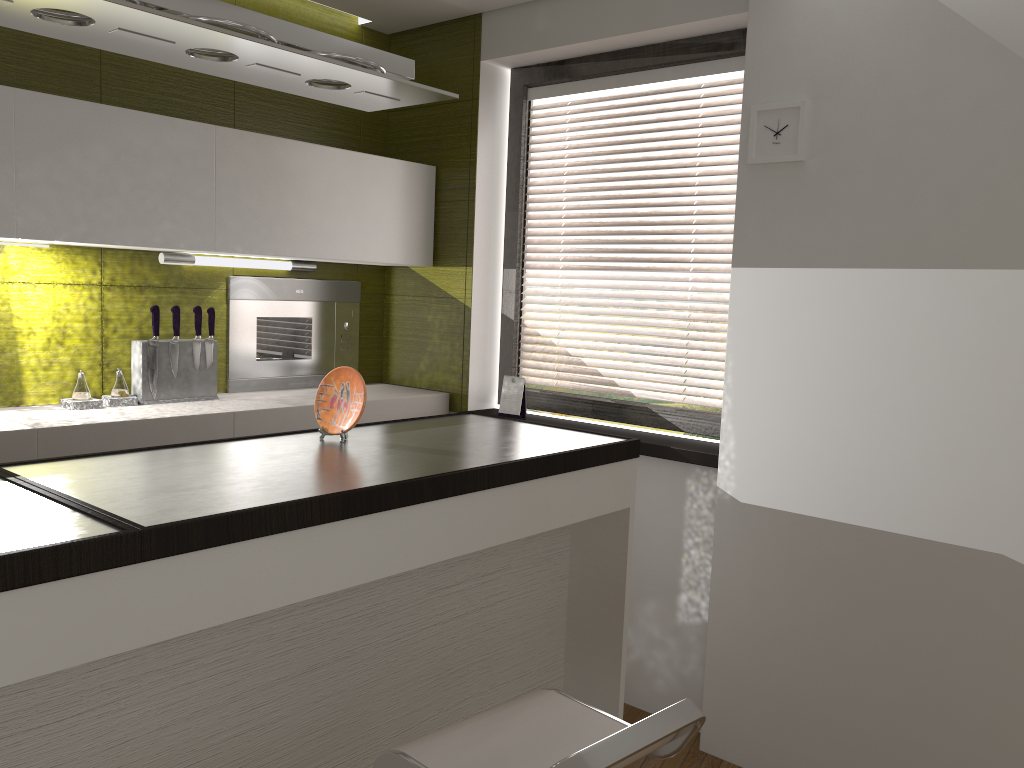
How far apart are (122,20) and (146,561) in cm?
95

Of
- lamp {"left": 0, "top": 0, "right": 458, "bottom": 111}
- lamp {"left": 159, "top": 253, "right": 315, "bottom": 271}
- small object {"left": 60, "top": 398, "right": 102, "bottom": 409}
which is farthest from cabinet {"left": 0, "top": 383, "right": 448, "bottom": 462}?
lamp {"left": 0, "top": 0, "right": 458, "bottom": 111}

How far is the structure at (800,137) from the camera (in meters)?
2.67

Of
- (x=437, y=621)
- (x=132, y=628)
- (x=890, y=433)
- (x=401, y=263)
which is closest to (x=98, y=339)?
(x=401, y=263)

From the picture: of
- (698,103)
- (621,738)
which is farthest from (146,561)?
(698,103)

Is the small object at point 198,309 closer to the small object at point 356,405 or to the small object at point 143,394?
the small object at point 143,394

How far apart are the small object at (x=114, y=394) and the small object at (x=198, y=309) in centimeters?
28cm

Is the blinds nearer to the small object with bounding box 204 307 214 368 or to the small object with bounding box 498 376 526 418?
the small object with bounding box 498 376 526 418

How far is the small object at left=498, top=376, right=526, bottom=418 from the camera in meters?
3.6 m

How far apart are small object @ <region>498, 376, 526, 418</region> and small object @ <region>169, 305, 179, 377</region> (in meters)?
1.28
